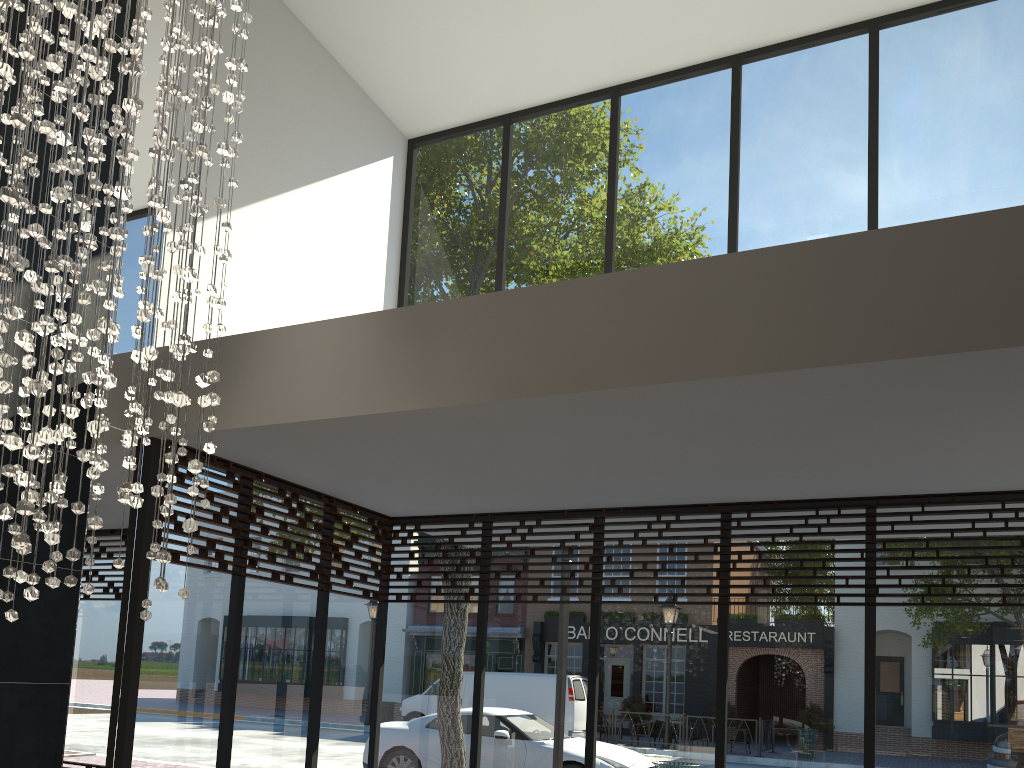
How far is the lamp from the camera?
2.5m

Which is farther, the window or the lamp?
the window

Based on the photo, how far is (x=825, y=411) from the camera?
3.73m

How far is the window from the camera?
4.8m

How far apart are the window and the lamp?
1.20m

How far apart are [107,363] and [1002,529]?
4.62m

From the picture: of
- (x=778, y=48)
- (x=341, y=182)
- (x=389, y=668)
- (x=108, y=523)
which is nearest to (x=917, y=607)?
(x=389, y=668)

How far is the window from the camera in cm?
481

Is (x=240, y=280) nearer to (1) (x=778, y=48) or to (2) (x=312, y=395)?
(2) (x=312, y=395)
